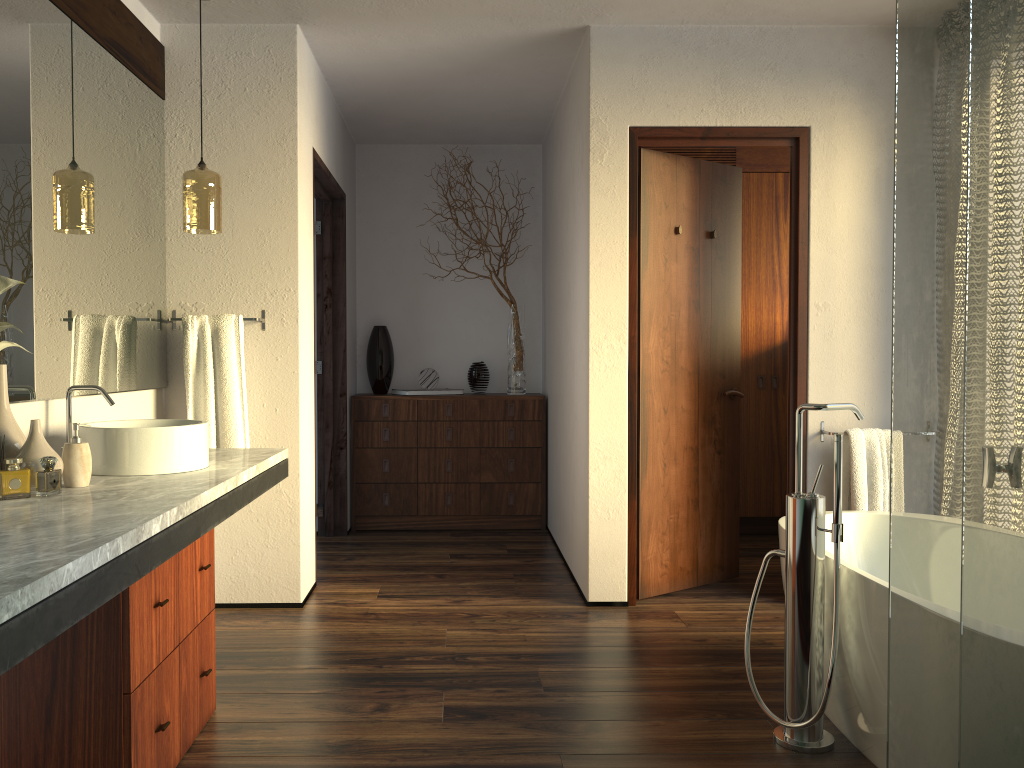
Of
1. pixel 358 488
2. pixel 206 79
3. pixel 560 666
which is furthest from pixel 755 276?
pixel 206 79

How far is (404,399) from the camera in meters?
5.1

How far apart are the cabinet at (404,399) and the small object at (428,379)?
0.2m

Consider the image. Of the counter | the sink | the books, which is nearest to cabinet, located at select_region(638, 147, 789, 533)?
the books

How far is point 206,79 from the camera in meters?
3.5

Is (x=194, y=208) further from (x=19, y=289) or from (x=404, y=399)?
(x=404, y=399)

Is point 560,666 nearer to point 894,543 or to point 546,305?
point 894,543

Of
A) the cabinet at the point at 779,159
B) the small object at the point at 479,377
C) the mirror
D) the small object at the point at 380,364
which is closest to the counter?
the mirror

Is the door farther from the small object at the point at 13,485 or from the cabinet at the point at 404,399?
the small object at the point at 13,485

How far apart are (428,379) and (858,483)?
2.6 meters
